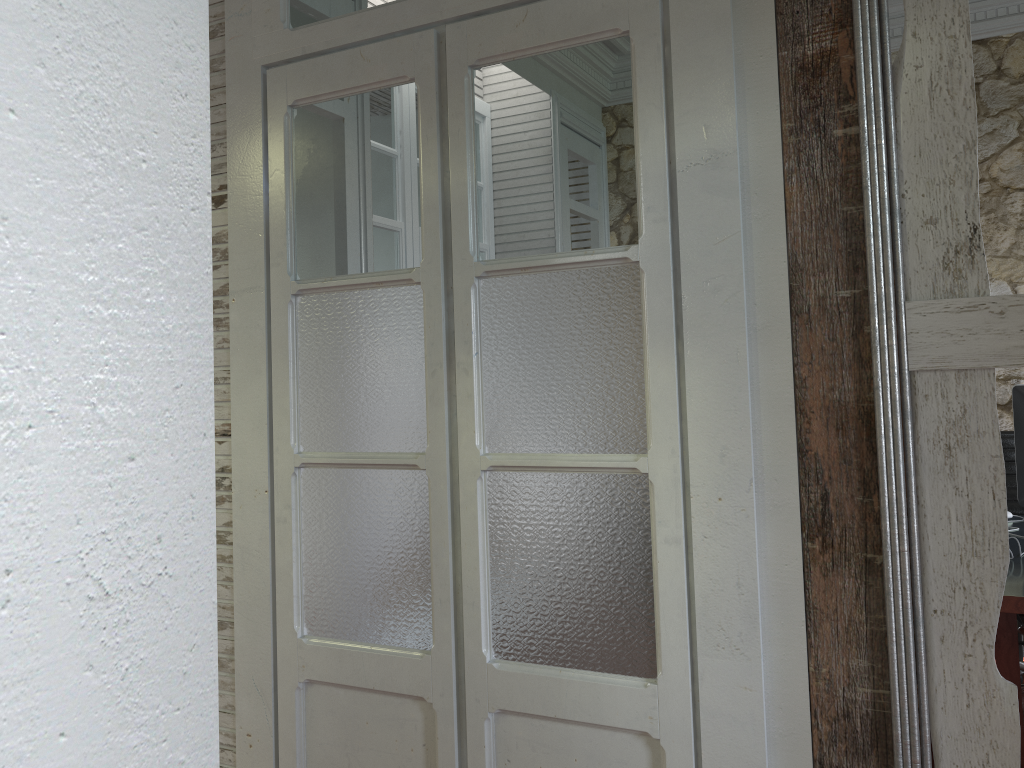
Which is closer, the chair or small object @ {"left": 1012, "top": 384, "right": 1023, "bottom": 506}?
small object @ {"left": 1012, "top": 384, "right": 1023, "bottom": 506}

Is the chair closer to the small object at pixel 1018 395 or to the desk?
the desk

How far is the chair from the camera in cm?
345

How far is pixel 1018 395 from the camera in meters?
2.9 m

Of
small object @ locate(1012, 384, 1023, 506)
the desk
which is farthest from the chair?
small object @ locate(1012, 384, 1023, 506)

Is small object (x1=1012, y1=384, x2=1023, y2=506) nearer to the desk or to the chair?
the desk

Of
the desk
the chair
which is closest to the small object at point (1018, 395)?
the desk

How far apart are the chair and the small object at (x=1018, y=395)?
0.5m

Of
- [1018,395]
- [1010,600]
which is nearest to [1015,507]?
[1018,395]

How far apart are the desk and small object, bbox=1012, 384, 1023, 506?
0.12m
